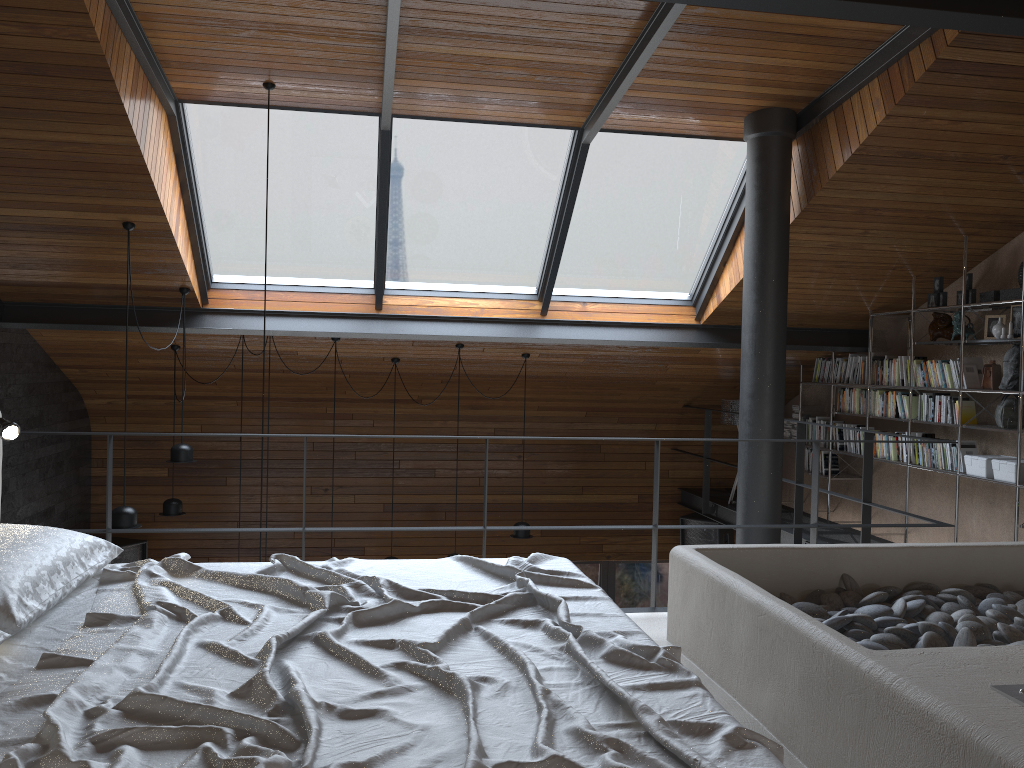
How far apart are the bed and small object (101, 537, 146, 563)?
6.0m

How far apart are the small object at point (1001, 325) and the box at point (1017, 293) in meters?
0.2

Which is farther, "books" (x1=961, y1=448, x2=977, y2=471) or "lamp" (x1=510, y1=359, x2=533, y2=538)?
"lamp" (x1=510, y1=359, x2=533, y2=538)

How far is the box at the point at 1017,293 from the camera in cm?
564

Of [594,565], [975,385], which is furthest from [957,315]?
[594,565]

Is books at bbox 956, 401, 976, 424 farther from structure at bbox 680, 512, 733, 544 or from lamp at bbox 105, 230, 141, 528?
lamp at bbox 105, 230, 141, 528

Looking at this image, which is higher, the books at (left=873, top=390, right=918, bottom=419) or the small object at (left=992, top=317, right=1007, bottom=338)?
the small object at (left=992, top=317, right=1007, bottom=338)

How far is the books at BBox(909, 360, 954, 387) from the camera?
6.3m

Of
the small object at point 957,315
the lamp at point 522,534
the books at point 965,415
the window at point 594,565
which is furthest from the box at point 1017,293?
the window at point 594,565

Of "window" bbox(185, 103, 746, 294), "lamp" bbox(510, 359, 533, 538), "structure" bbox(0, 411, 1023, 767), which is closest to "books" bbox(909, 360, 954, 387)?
"window" bbox(185, 103, 746, 294)
